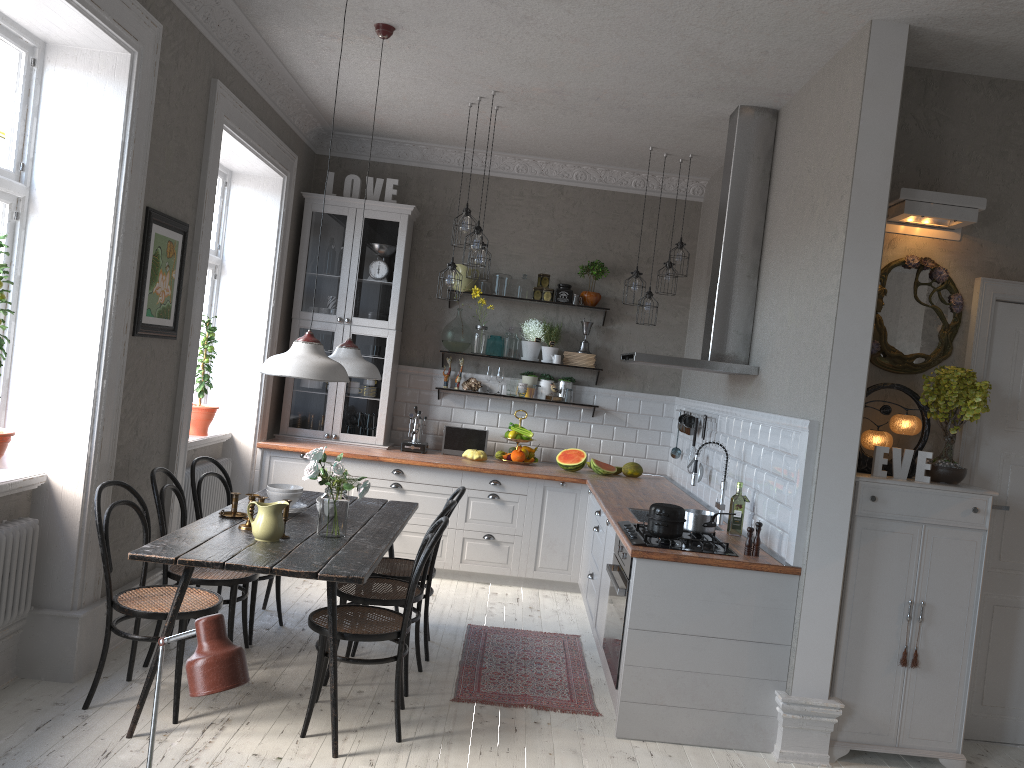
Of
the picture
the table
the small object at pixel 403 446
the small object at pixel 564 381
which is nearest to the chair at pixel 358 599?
the table

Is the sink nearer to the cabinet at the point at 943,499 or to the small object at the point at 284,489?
the cabinet at the point at 943,499

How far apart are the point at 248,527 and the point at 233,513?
0.31m

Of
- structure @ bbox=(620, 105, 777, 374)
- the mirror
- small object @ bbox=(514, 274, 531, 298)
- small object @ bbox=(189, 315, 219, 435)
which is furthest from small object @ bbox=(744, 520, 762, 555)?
small object @ bbox=(189, 315, 219, 435)

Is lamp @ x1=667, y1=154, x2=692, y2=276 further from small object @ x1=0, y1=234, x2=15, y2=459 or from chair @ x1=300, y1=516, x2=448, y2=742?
small object @ x1=0, y1=234, x2=15, y2=459

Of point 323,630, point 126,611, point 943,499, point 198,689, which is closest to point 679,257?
point 943,499

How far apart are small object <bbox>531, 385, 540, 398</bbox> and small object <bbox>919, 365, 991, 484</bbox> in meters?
3.4 m

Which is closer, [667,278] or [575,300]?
[667,278]

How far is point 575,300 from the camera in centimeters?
708cm

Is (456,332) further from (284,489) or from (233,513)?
(233,513)
